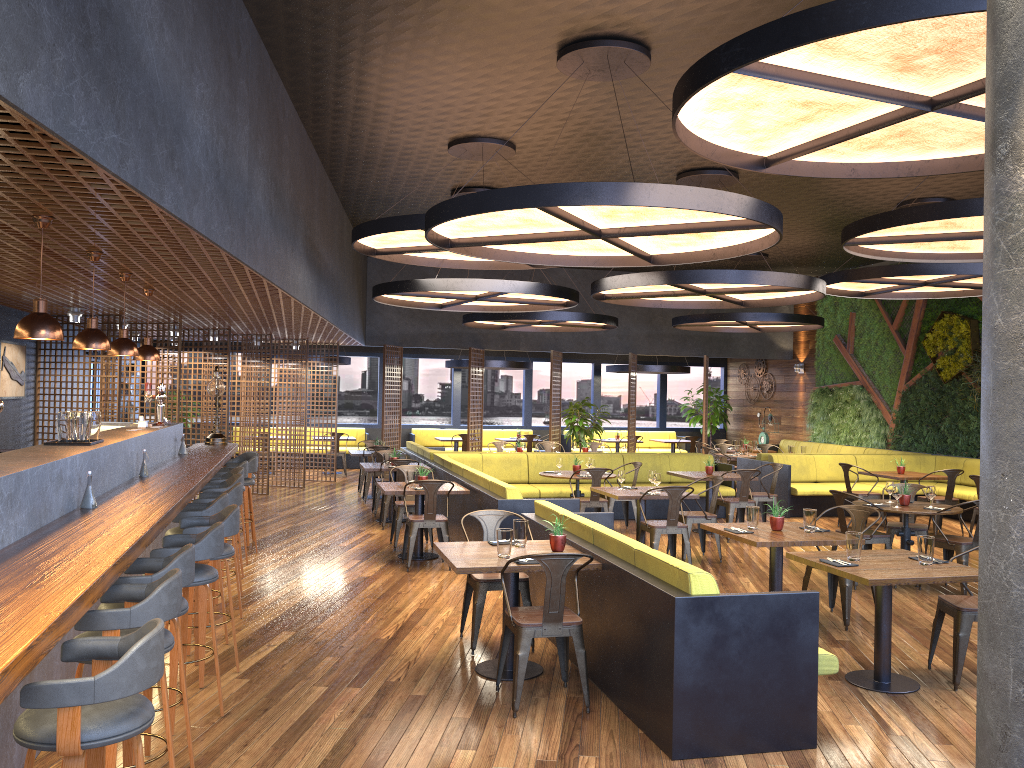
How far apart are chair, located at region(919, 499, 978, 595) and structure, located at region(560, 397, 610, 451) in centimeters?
915cm

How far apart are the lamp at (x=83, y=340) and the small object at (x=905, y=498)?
7.3m

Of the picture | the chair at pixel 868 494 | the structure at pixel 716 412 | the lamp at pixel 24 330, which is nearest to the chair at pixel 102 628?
the lamp at pixel 24 330

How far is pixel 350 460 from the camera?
20.3 meters

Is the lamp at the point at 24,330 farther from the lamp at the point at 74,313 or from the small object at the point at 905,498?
the small object at the point at 905,498

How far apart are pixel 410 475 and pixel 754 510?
3.87m

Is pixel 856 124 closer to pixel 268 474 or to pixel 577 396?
pixel 268 474

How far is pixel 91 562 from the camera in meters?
3.4

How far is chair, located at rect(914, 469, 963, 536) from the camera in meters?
11.7 m

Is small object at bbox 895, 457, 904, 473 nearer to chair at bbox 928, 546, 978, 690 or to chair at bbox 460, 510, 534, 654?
chair at bbox 928, 546, 978, 690
